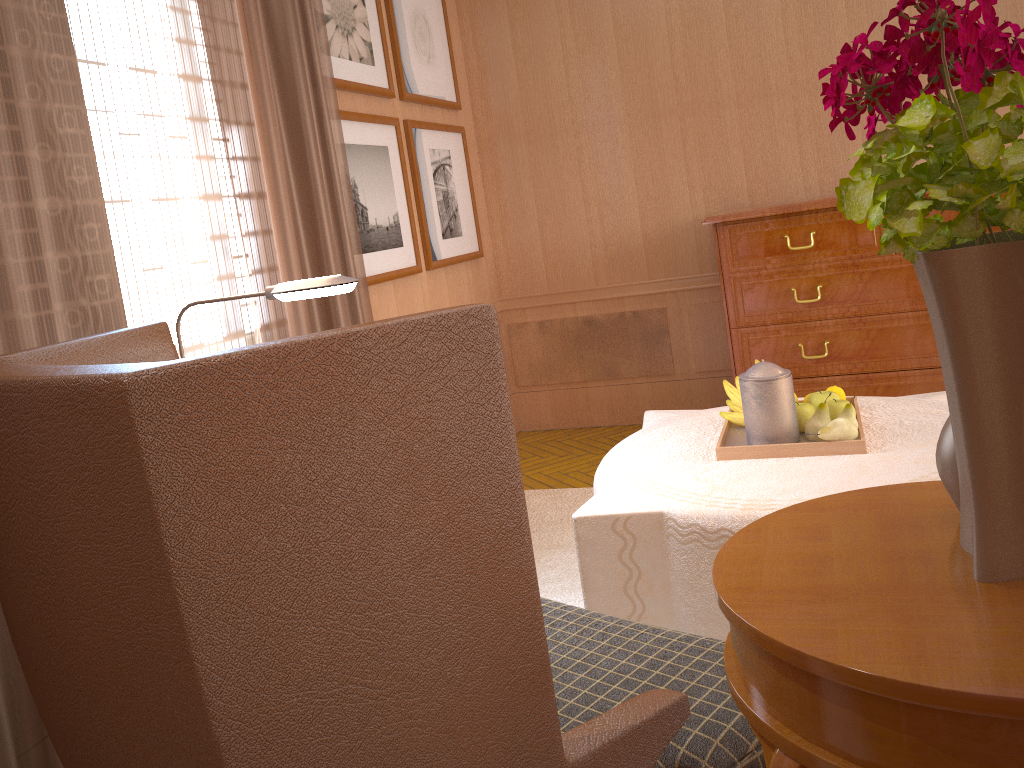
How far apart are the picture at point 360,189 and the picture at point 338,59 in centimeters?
18cm

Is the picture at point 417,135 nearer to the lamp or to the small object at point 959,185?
the lamp

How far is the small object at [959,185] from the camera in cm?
140

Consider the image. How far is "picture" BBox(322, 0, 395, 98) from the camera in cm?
604

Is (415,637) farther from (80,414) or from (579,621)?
(579,621)

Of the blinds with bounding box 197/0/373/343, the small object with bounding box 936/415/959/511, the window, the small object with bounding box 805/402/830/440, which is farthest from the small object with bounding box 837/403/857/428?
the window

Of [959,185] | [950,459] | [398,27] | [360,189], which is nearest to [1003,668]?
[950,459]

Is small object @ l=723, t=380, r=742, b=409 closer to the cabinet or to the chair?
the chair

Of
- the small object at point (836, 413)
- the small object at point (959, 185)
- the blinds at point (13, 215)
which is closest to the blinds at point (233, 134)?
the blinds at point (13, 215)

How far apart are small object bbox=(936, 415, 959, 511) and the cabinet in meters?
4.8
